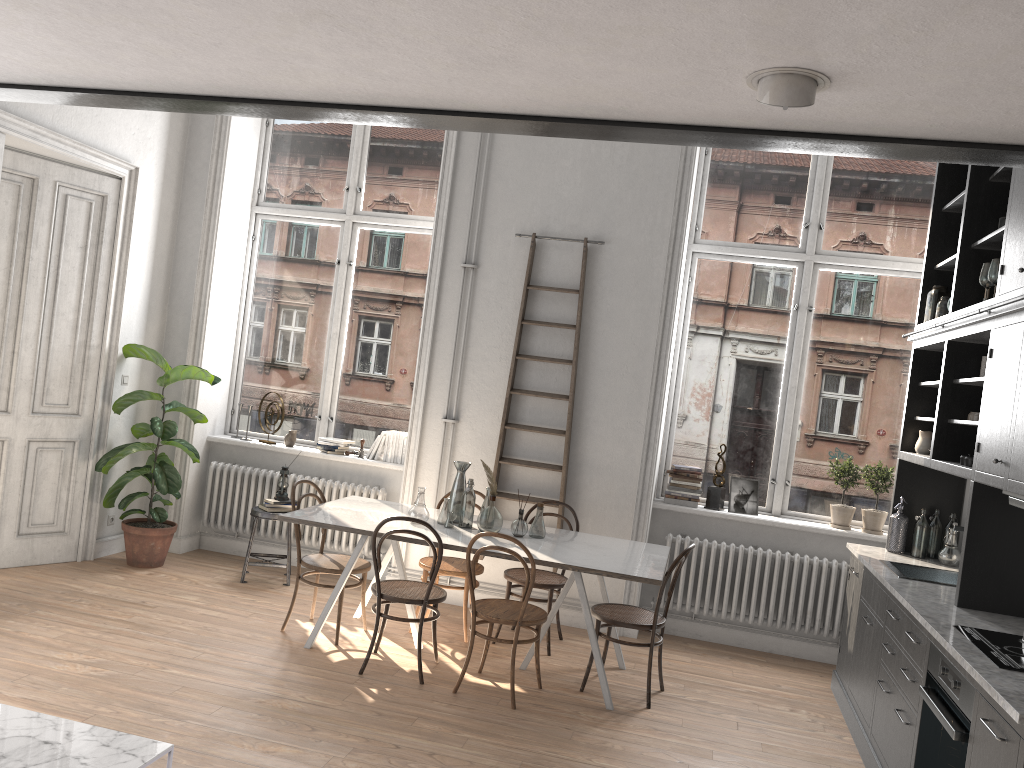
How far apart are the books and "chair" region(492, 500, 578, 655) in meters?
1.7 m

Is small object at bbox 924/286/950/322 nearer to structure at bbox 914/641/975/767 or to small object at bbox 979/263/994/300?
small object at bbox 979/263/994/300

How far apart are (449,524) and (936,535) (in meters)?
2.99

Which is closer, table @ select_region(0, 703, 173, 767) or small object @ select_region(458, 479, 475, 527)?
table @ select_region(0, 703, 173, 767)

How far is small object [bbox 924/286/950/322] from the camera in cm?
541

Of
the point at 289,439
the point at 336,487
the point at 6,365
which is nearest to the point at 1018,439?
the point at 336,487

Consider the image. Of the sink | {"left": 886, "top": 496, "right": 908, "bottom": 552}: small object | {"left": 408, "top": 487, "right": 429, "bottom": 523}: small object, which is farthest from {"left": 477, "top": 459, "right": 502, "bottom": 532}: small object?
{"left": 886, "top": 496, "right": 908, "bottom": 552}: small object

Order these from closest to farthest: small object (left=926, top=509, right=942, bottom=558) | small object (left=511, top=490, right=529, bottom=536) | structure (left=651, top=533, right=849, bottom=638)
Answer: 1. small object (left=511, top=490, right=529, bottom=536)
2. small object (left=926, top=509, right=942, bottom=558)
3. structure (left=651, top=533, right=849, bottom=638)

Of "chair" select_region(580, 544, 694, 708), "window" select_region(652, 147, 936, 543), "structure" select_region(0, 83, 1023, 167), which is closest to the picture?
"window" select_region(652, 147, 936, 543)

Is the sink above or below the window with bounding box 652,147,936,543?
below
